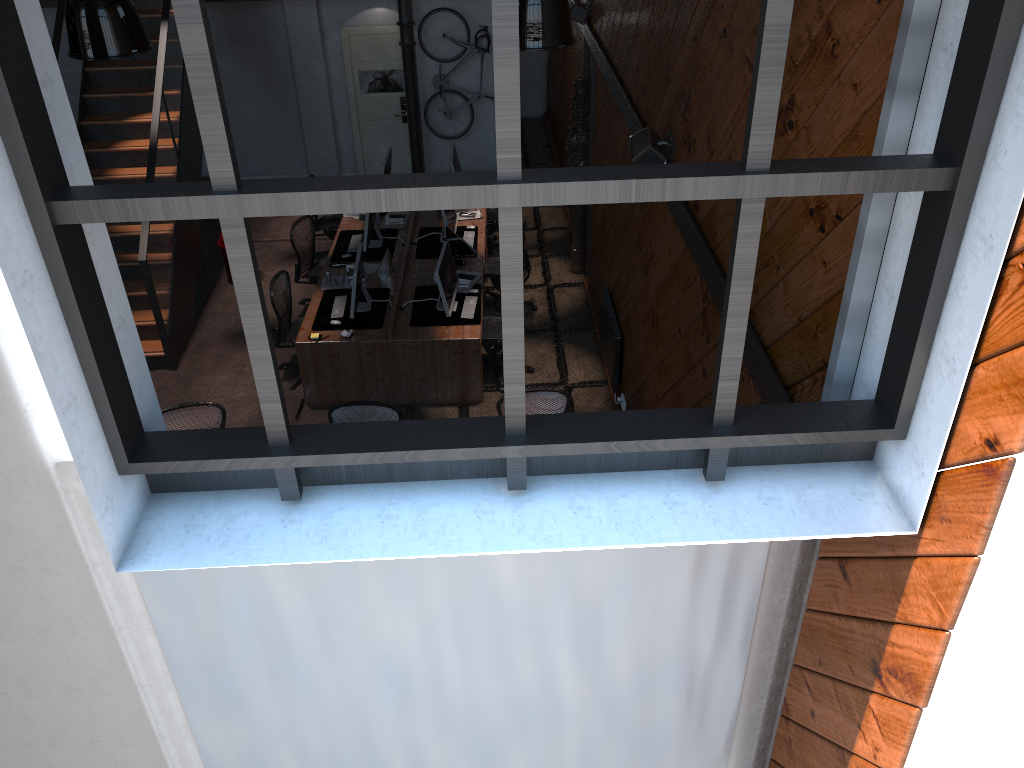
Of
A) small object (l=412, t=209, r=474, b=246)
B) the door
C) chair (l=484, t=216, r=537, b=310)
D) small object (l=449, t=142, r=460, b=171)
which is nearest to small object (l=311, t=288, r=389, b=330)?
small object (l=412, t=209, r=474, b=246)

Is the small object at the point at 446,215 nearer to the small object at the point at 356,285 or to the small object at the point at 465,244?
the small object at the point at 465,244

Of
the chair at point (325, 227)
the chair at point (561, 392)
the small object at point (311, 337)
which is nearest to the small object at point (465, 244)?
the small object at point (311, 337)

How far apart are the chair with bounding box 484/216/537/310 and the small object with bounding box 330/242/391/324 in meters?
1.6 m

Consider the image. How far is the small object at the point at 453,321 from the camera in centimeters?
857cm

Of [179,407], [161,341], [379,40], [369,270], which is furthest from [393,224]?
[179,407]

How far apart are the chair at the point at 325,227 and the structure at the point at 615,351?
3.9 meters

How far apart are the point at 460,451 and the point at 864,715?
1.74m

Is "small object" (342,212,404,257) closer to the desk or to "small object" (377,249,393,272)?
the desk

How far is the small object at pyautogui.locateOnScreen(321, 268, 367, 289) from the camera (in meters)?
9.26
